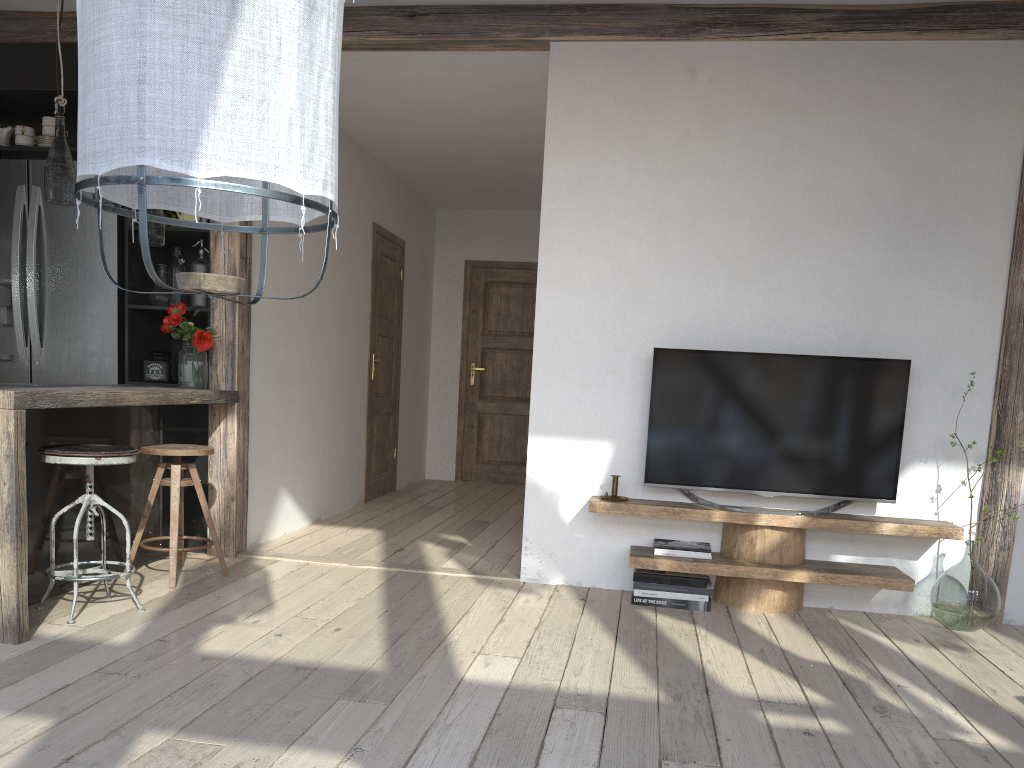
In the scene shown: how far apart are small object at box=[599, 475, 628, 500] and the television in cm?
17

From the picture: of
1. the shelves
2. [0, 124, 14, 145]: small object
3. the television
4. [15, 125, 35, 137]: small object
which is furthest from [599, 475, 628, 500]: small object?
[0, 124, 14, 145]: small object

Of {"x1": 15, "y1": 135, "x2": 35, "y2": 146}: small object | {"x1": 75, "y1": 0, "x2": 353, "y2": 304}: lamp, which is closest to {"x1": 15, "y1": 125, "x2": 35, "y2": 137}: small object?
{"x1": 15, "y1": 135, "x2": 35, "y2": 146}: small object

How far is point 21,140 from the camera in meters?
4.6

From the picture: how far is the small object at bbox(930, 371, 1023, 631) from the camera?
3.6 meters

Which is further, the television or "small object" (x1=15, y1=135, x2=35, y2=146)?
"small object" (x1=15, y1=135, x2=35, y2=146)

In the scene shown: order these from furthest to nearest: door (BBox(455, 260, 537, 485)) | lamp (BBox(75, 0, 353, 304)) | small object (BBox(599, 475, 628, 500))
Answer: door (BBox(455, 260, 537, 485))
small object (BBox(599, 475, 628, 500))
lamp (BBox(75, 0, 353, 304))

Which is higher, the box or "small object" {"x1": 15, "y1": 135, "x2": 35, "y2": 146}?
"small object" {"x1": 15, "y1": 135, "x2": 35, "y2": 146}

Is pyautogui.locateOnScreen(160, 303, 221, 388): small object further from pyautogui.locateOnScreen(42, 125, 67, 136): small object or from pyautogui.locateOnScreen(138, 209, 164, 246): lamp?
pyautogui.locateOnScreen(42, 125, 67, 136): small object

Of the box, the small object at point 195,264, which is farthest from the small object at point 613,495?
the box
